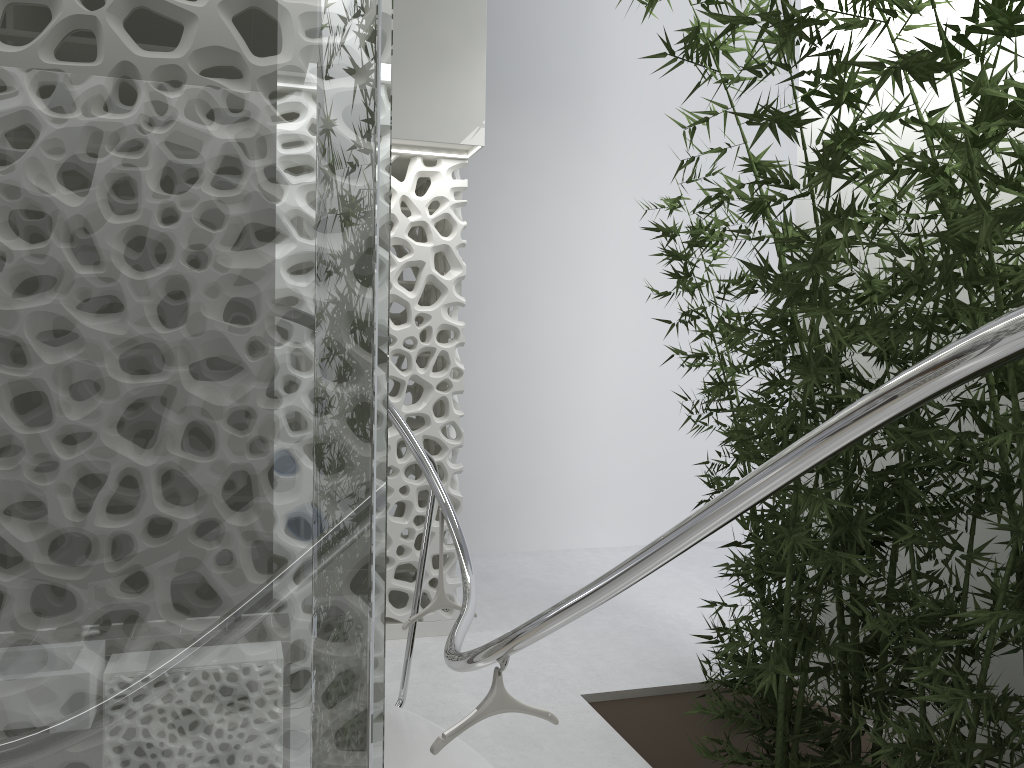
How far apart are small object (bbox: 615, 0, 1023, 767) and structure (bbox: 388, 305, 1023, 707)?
1.0 meters

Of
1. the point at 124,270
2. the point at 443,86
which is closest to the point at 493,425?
the point at 443,86

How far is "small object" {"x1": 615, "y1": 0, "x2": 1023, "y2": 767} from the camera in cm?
268

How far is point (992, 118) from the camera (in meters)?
2.68

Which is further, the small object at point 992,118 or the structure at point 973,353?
the small object at point 992,118

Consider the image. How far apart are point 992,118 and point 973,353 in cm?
188

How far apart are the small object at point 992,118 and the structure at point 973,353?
1.0m

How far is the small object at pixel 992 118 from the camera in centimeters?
268cm

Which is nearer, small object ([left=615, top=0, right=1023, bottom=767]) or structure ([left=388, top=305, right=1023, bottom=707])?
structure ([left=388, top=305, right=1023, bottom=707])
